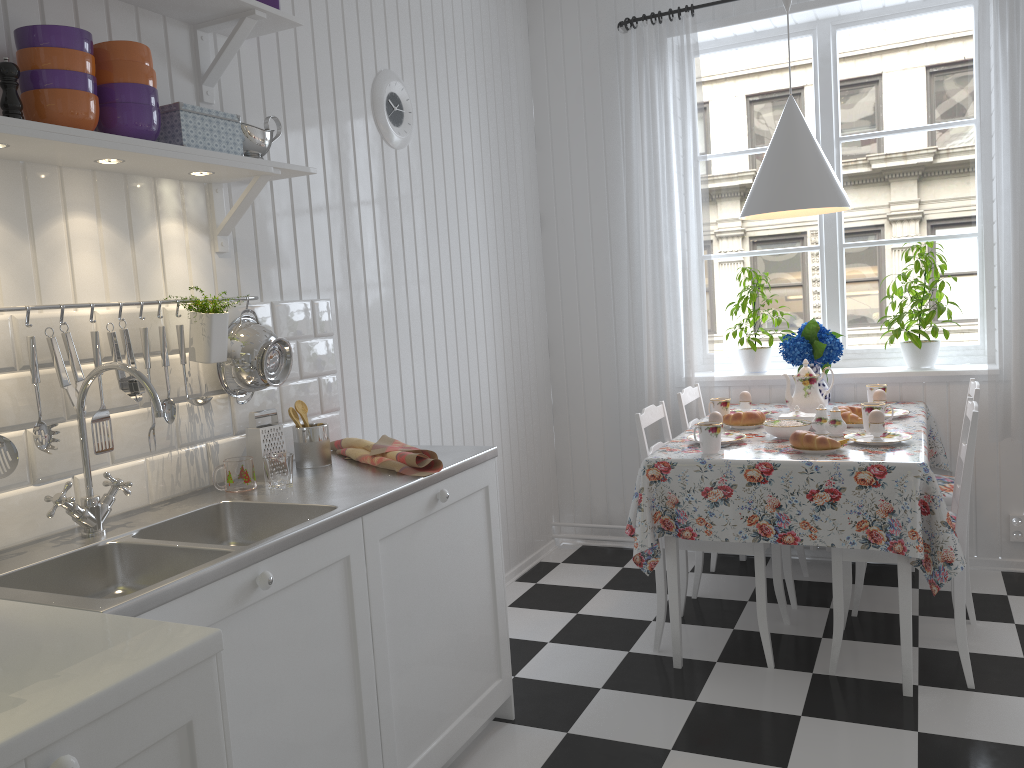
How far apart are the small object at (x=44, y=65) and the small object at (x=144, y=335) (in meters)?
0.42

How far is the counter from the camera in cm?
149

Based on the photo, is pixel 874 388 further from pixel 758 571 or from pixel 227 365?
pixel 227 365

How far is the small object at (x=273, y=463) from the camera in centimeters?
212cm

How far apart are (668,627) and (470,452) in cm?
127

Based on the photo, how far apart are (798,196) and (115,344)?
2.2 meters

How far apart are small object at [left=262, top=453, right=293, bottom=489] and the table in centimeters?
116cm

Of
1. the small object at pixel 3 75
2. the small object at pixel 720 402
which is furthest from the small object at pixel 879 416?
the small object at pixel 3 75

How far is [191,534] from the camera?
2.0m

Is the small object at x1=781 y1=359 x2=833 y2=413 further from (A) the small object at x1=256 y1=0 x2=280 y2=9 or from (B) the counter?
(A) the small object at x1=256 y1=0 x2=280 y2=9
